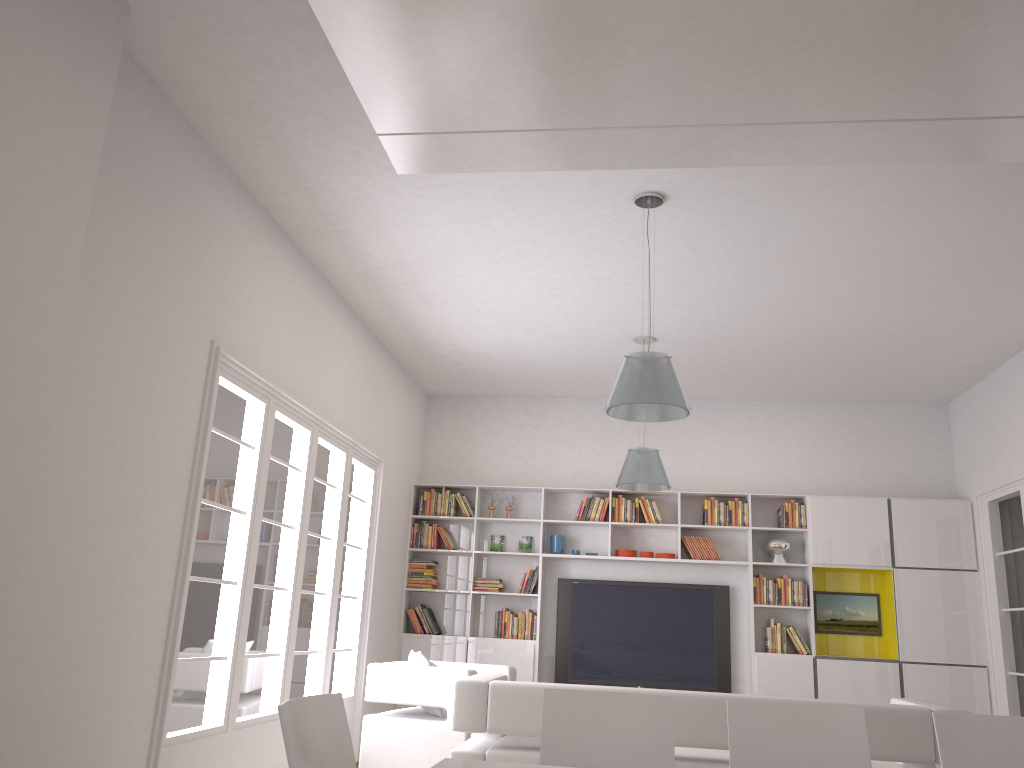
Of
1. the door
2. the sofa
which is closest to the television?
the door

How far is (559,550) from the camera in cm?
877

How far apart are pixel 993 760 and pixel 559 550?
5.88m

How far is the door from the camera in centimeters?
749cm

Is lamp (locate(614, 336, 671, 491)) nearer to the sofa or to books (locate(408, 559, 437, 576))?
the sofa

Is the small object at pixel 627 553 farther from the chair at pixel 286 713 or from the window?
the chair at pixel 286 713

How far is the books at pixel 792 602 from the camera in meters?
8.3

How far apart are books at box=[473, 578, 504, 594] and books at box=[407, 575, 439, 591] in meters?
0.4 m

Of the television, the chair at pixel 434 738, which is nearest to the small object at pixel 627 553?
the television

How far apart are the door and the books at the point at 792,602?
1.6 meters
